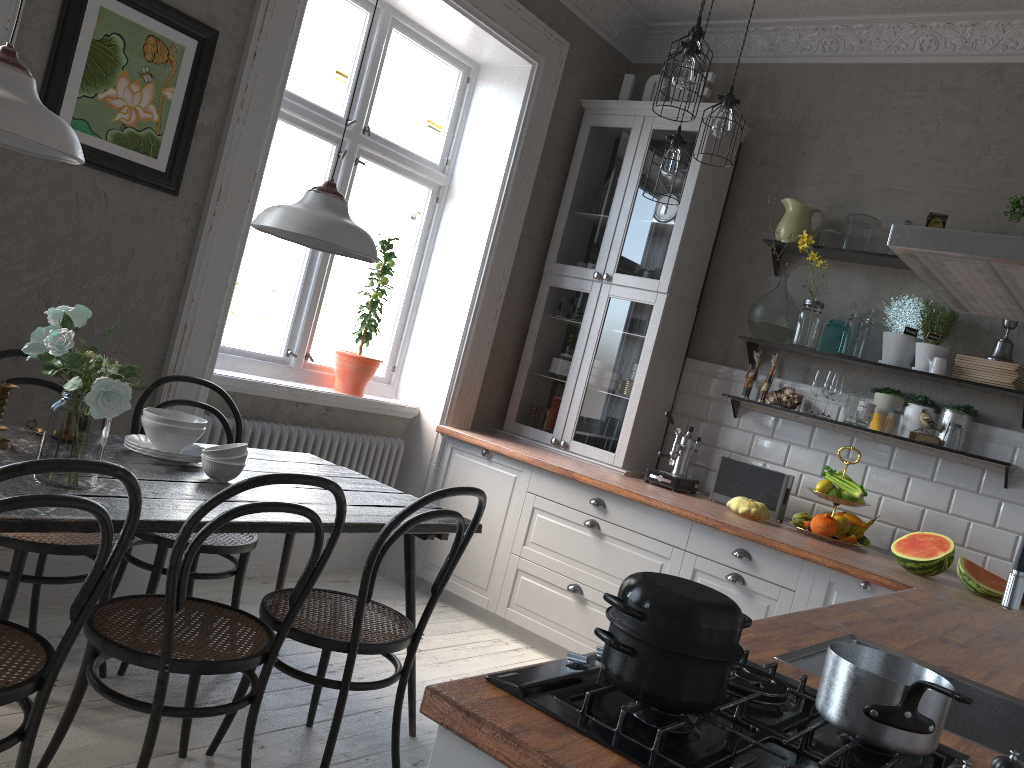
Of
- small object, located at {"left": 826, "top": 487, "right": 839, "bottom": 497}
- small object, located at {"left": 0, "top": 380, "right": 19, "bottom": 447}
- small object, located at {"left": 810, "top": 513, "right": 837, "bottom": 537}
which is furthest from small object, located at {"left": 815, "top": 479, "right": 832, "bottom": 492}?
small object, located at {"left": 0, "top": 380, "right": 19, "bottom": 447}

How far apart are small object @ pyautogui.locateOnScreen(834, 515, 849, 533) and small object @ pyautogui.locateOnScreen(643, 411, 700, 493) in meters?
0.7

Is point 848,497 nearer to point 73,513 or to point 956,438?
point 956,438

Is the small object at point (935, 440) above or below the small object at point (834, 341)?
below

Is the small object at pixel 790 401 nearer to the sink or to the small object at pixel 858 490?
the small object at pixel 858 490

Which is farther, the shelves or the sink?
the shelves

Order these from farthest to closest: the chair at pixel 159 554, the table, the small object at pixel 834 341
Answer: the small object at pixel 834 341, the chair at pixel 159 554, the table

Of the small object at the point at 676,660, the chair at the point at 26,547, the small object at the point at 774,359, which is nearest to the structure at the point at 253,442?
the chair at the point at 26,547

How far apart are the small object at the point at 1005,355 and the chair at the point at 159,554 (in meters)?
3.03

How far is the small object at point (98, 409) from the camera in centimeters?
200cm
